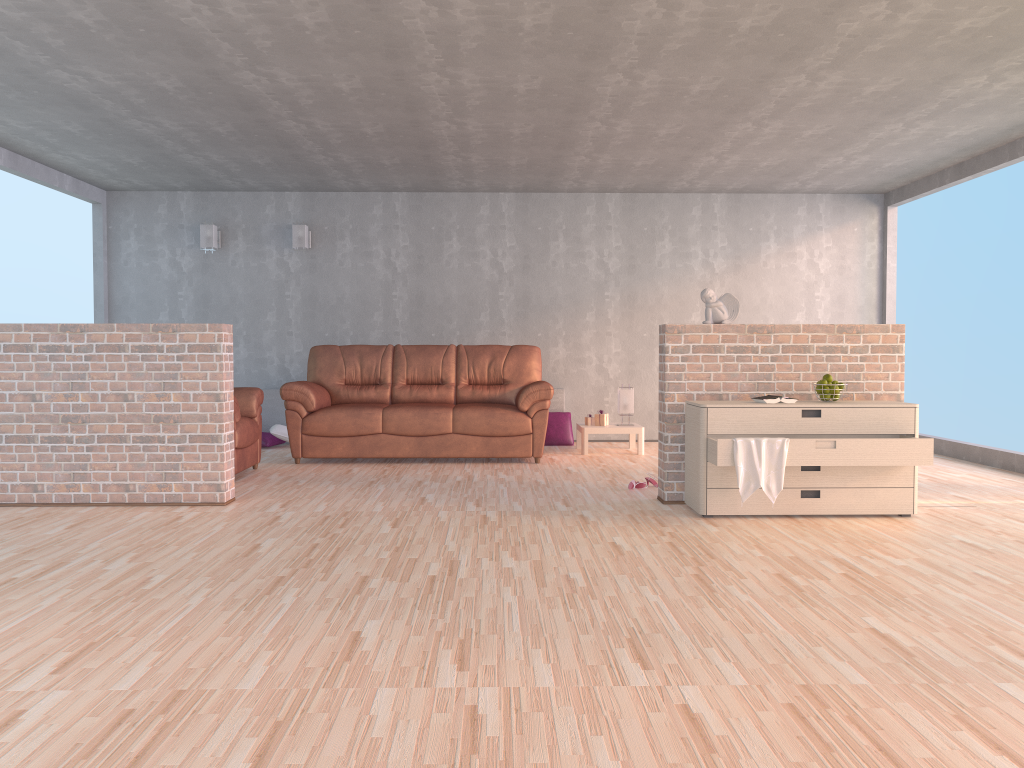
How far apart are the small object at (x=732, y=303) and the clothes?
1.0 meters

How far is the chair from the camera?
6.2 meters

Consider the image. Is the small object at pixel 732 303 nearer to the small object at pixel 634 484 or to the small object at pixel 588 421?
the small object at pixel 634 484

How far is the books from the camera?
4.8m

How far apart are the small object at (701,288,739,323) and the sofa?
2.06m

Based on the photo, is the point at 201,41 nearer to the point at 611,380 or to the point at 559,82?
the point at 559,82

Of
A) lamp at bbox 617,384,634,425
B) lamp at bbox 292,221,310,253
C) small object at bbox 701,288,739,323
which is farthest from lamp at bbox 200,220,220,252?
small object at bbox 701,288,739,323

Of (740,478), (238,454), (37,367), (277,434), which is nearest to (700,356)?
(740,478)

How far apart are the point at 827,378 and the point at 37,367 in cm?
450

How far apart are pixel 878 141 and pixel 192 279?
6.29m
